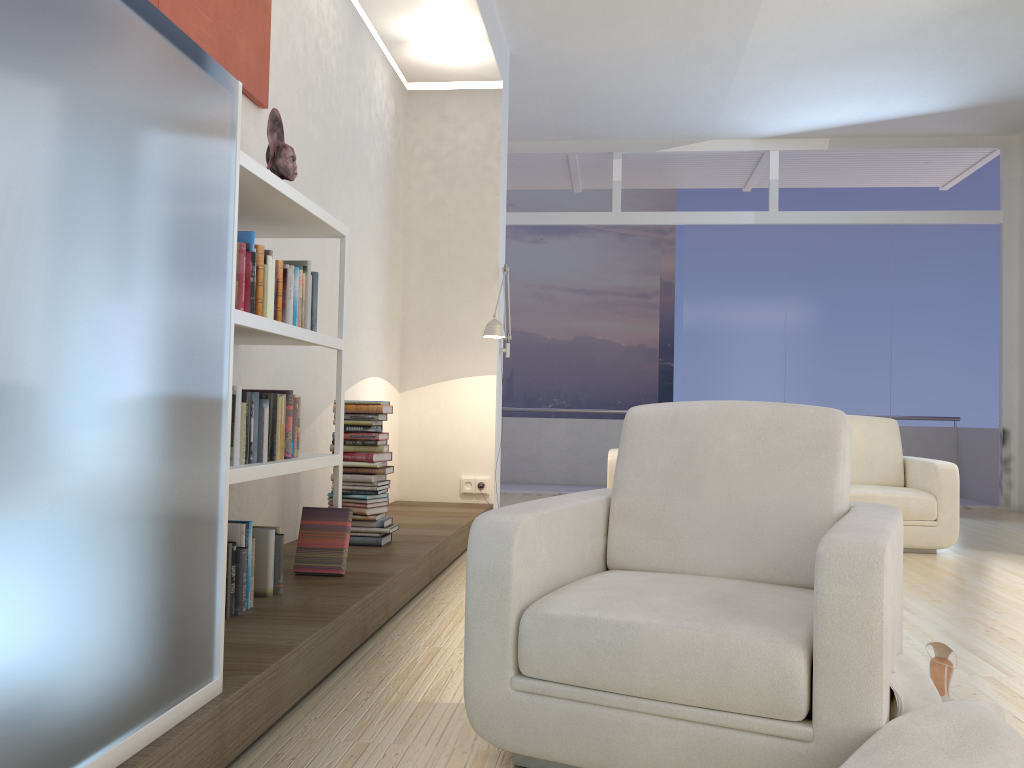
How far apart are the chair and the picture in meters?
2.0 m

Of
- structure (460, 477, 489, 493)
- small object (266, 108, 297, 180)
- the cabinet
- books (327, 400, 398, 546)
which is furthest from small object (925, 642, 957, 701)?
structure (460, 477, 489, 493)

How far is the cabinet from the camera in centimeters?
131cm

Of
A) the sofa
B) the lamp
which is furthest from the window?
the lamp

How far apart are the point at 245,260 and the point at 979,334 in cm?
782

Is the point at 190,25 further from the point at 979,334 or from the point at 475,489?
the point at 979,334

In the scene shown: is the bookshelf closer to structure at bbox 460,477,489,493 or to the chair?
the chair

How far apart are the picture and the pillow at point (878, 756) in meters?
2.9

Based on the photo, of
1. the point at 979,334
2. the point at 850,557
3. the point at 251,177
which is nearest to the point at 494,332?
the point at 251,177

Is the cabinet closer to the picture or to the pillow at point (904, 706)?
the picture
